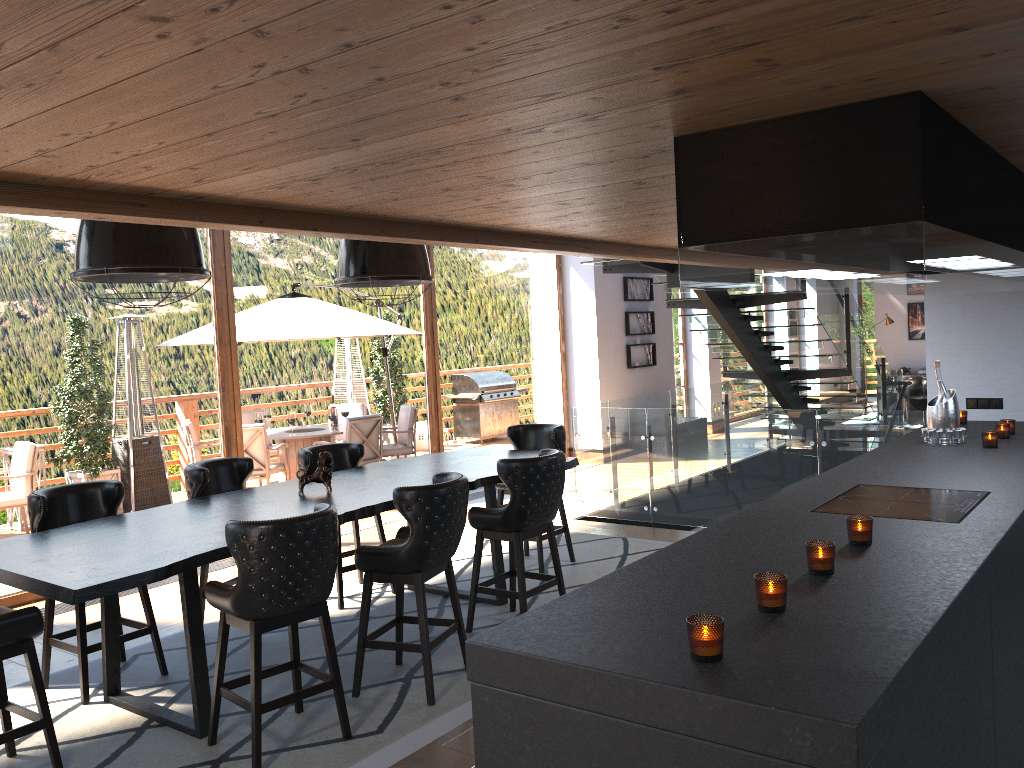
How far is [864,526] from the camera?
2.70m

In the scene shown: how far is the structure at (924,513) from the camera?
3.1m

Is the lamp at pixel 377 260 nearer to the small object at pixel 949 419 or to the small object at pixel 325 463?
the small object at pixel 325 463

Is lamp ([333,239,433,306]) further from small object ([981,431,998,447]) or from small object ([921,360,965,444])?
small object ([981,431,998,447])

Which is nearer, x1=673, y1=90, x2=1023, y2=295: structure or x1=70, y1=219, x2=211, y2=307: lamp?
x1=673, y1=90, x2=1023, y2=295: structure

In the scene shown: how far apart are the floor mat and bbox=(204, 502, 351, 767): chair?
0.0 meters

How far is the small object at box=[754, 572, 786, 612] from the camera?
2.12m

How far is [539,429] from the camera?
7.0 meters

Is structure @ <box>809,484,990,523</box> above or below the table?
above

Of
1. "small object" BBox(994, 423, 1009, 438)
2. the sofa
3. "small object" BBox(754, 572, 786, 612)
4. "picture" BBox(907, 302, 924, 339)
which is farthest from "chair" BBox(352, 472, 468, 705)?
"picture" BBox(907, 302, 924, 339)
